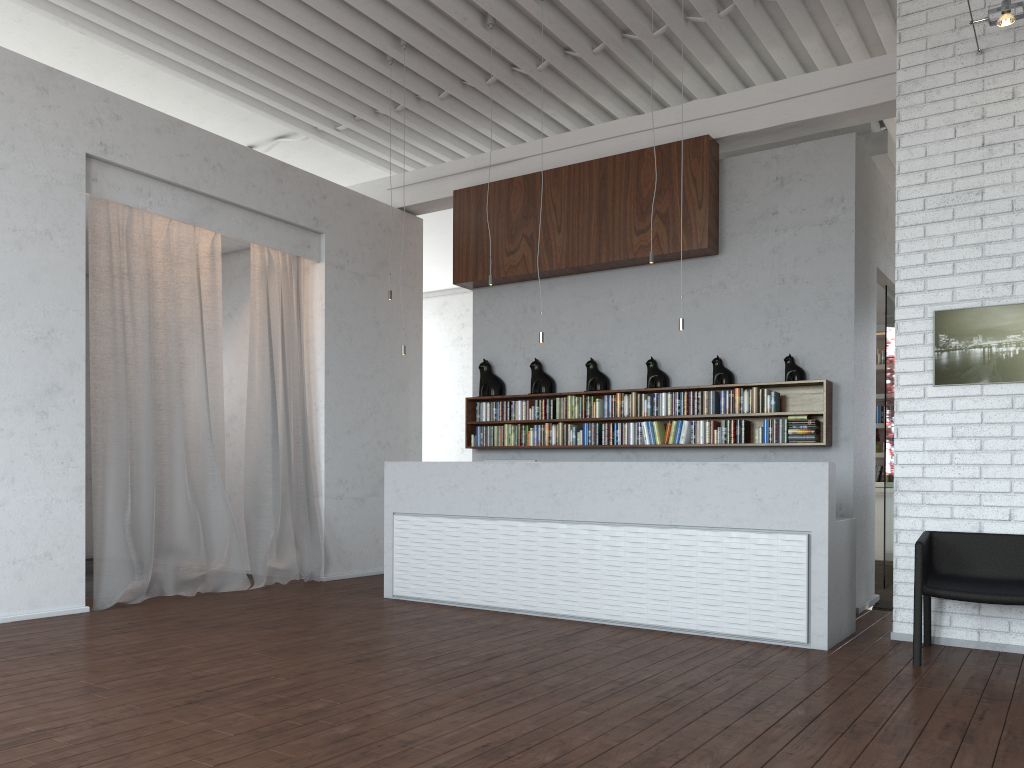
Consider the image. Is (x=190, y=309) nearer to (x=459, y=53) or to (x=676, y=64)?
(x=459, y=53)

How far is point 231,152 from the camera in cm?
752
